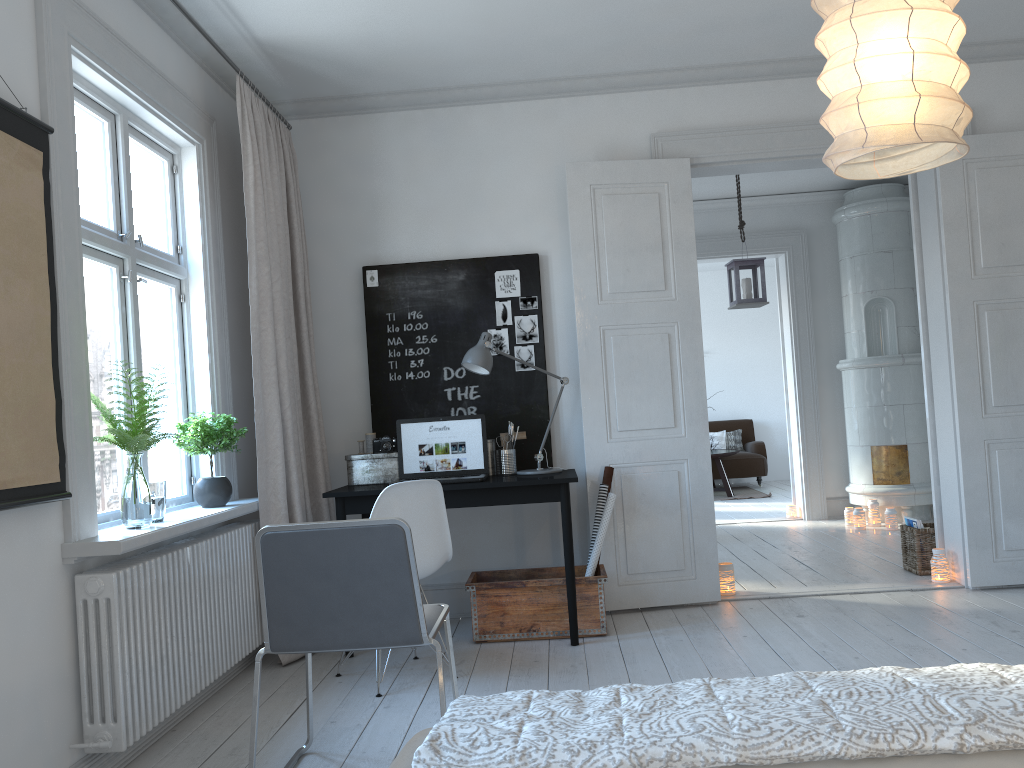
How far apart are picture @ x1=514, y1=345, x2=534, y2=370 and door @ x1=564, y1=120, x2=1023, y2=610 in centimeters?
28cm

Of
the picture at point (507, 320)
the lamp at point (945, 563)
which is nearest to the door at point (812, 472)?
the lamp at point (945, 563)

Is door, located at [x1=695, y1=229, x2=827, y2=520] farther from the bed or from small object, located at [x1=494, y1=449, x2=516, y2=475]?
the bed

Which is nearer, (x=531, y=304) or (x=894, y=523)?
(x=531, y=304)

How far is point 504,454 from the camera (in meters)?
4.44

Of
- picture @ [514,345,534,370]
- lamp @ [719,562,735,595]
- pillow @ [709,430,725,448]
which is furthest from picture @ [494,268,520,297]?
pillow @ [709,430,725,448]

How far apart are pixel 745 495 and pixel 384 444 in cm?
652

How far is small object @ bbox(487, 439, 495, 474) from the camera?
Answer: 4.5m

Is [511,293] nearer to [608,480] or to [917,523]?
[608,480]

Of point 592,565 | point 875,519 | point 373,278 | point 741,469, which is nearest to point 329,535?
point 592,565
